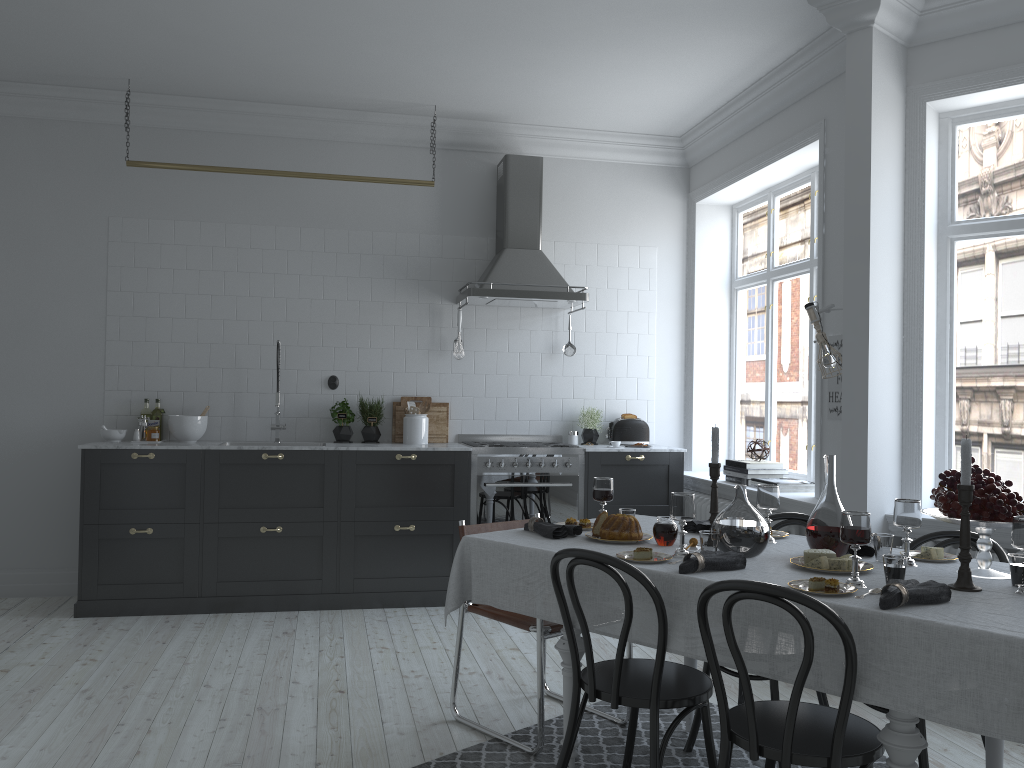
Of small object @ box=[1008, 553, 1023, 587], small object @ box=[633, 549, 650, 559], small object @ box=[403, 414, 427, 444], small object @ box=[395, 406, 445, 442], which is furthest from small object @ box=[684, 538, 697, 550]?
small object @ box=[395, 406, 445, 442]

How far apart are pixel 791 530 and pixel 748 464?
0.66m

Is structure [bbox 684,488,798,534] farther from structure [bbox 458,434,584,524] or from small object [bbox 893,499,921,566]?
small object [bbox 893,499,921,566]

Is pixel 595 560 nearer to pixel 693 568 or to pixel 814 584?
pixel 693 568

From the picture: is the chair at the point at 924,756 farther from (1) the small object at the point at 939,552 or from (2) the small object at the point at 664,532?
(2) the small object at the point at 664,532

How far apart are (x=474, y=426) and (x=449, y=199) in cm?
166

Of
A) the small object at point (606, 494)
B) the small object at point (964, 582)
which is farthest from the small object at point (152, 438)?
the small object at point (964, 582)

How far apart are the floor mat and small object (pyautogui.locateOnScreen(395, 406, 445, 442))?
2.72m

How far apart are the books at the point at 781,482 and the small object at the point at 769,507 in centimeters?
208cm

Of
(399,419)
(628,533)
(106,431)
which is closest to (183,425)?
(106,431)
